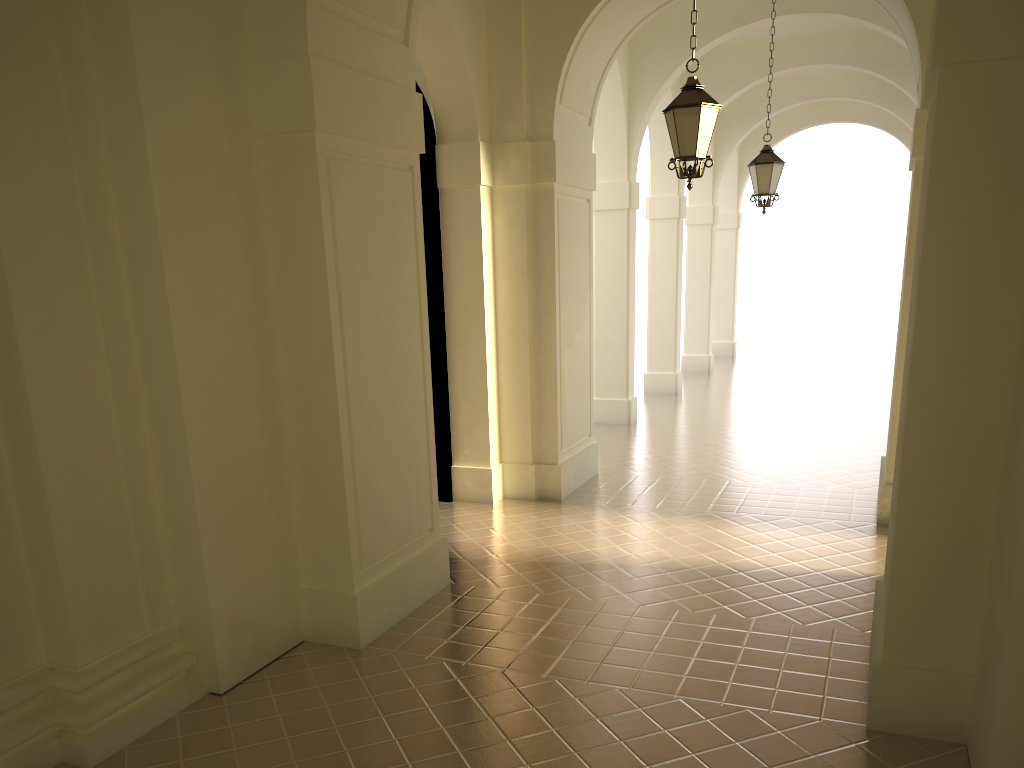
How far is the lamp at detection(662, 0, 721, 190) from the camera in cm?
763

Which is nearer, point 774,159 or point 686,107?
point 686,107

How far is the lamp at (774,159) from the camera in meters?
12.2 m

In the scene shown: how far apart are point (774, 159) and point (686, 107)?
5.1m

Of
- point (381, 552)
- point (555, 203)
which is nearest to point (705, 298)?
point (555, 203)

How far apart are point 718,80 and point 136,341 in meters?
15.2 m

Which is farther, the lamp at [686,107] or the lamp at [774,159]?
the lamp at [774,159]

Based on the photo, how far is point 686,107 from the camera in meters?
7.6 m

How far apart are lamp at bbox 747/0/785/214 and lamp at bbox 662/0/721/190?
4.77m

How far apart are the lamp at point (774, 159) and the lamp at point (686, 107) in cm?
477
